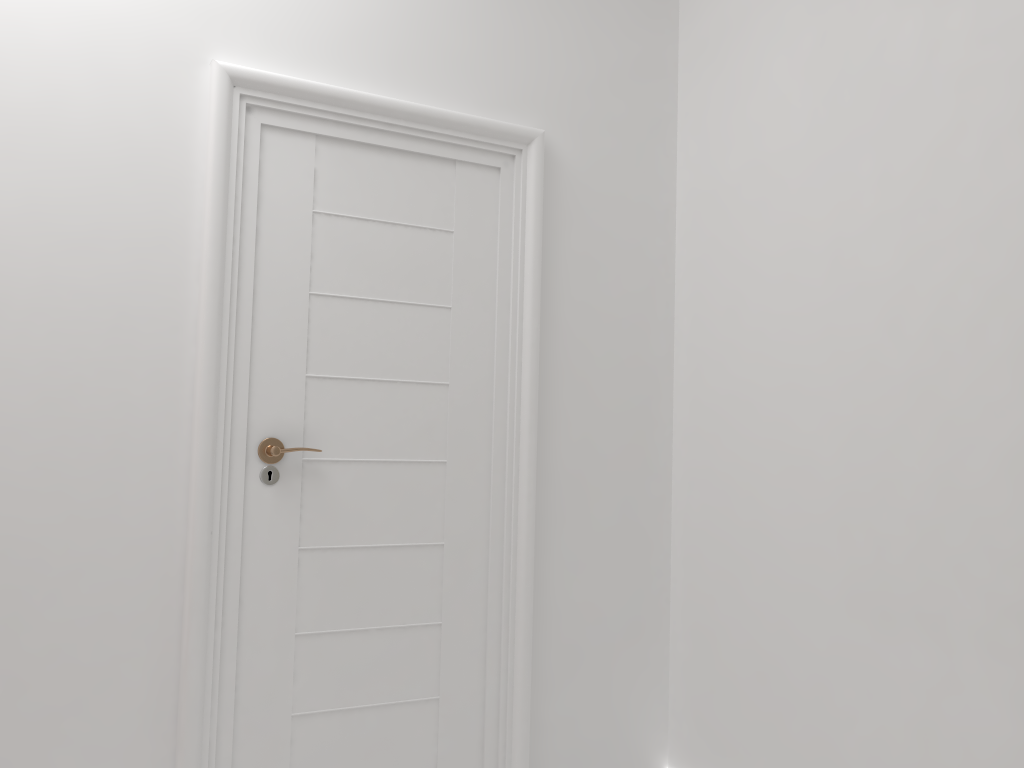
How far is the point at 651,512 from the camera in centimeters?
270cm

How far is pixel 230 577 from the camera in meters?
2.1 m

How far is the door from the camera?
2.1 meters
